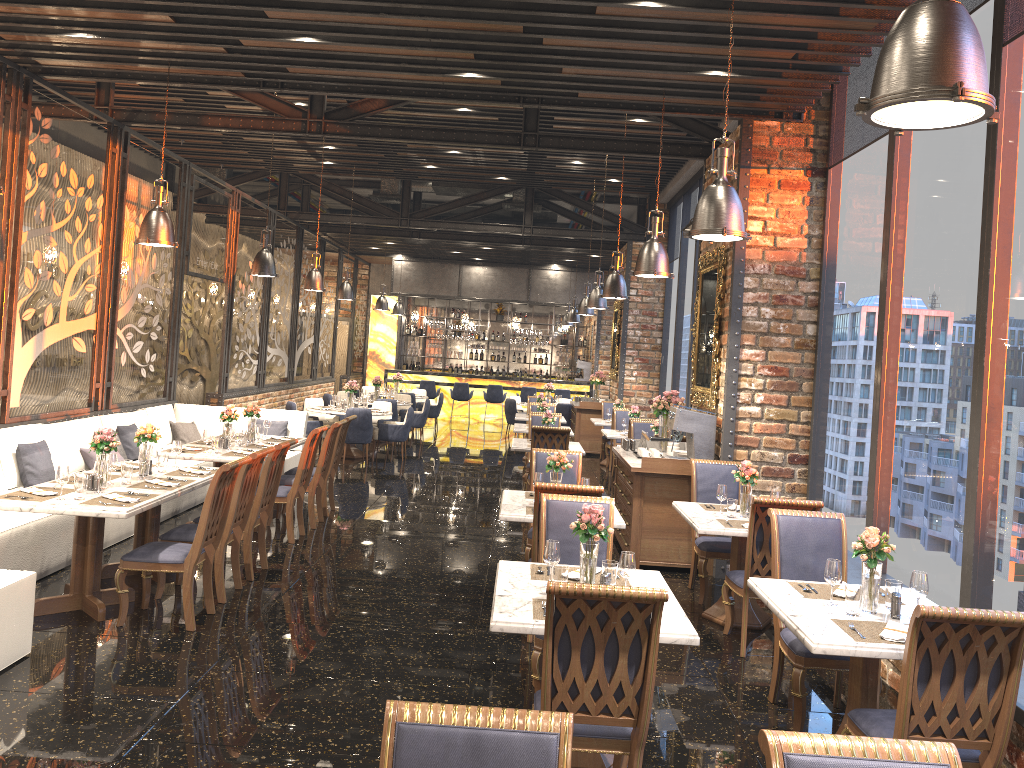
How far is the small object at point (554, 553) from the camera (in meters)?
4.25

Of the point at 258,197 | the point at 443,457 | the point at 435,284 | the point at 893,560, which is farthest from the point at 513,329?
the point at 893,560

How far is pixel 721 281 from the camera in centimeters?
811cm

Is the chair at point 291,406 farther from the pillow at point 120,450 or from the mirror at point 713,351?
the mirror at point 713,351

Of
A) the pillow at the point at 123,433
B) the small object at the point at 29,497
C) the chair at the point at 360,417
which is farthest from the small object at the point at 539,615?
the chair at the point at 360,417

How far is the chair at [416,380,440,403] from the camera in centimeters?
2161cm

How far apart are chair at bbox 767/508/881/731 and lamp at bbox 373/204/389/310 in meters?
14.7 m

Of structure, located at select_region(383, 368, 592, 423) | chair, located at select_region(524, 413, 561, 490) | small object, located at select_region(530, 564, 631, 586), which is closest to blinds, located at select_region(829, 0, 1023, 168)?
small object, located at select_region(530, 564, 631, 586)

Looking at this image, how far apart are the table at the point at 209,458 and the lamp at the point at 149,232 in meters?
1.9 m

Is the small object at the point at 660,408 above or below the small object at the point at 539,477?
above
